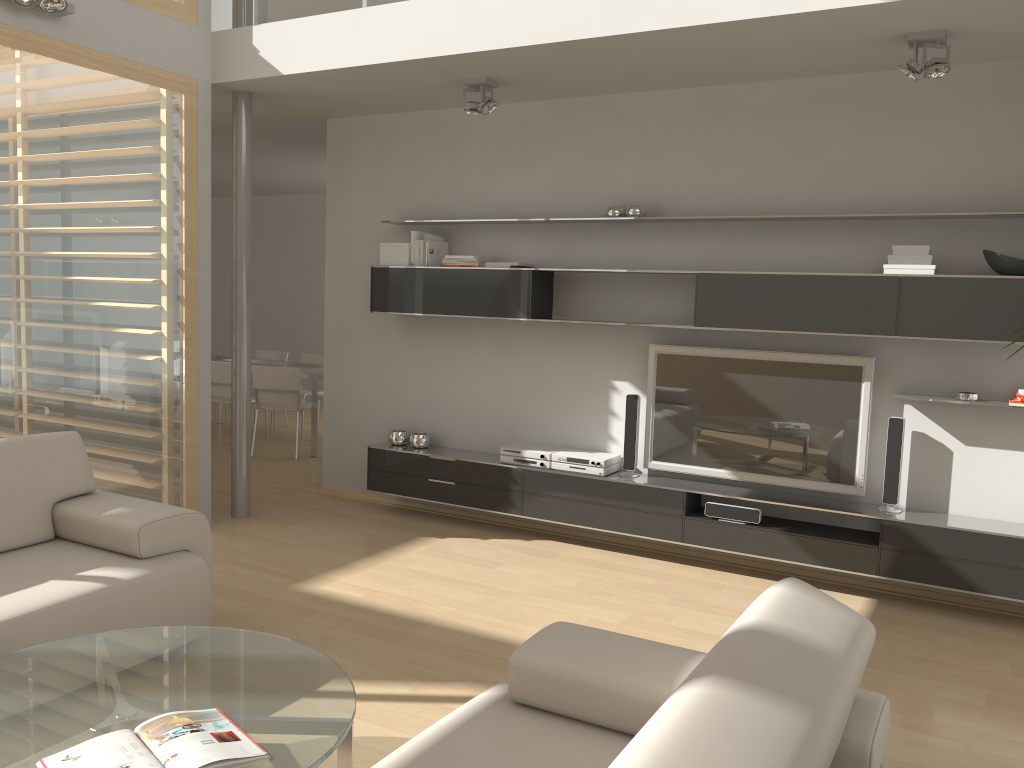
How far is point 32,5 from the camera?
4.2 meters

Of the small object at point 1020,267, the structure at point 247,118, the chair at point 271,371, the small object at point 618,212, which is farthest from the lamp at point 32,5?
the small object at point 1020,267

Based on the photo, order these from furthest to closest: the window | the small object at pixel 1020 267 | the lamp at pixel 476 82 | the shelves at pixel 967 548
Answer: the lamp at pixel 476 82
the window
the shelves at pixel 967 548
the small object at pixel 1020 267

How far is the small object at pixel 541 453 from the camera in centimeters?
535cm

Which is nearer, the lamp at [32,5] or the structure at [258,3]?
the lamp at [32,5]

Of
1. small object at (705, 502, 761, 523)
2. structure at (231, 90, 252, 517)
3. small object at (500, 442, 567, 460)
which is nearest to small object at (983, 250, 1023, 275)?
small object at (705, 502, 761, 523)

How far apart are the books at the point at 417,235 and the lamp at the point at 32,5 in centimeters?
224cm

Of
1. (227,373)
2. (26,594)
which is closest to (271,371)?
(227,373)

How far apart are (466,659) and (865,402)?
2.5m

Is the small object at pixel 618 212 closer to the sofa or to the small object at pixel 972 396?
the small object at pixel 972 396
